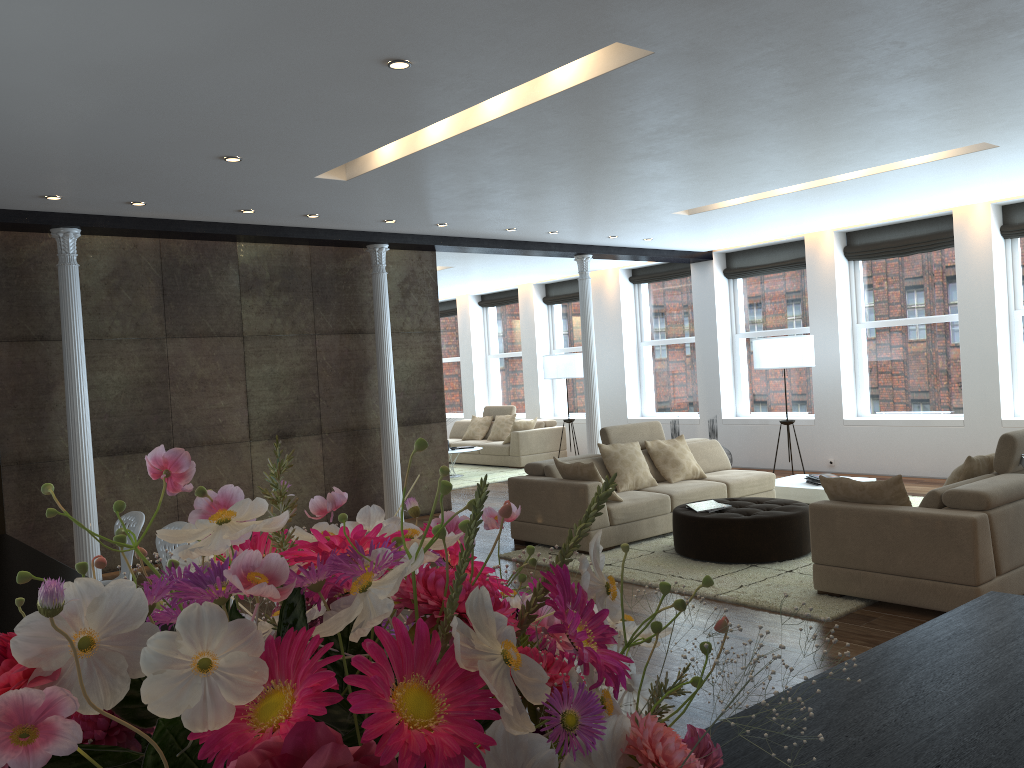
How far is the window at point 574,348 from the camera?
15.05m

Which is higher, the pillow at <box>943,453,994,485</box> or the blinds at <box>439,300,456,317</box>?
the blinds at <box>439,300,456,317</box>

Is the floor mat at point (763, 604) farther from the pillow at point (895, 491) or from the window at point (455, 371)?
the window at point (455, 371)

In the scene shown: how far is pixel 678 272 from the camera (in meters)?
13.08

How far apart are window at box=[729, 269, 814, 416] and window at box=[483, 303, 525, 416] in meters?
4.7

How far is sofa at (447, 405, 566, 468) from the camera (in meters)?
13.58

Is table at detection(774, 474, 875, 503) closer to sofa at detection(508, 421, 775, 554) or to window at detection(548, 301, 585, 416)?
sofa at detection(508, 421, 775, 554)

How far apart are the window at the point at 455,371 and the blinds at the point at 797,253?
6.8 meters

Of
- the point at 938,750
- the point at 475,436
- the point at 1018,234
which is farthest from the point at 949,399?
the point at 938,750

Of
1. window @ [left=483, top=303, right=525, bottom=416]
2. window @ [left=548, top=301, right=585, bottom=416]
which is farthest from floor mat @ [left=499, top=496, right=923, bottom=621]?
window @ [left=483, top=303, right=525, bottom=416]
